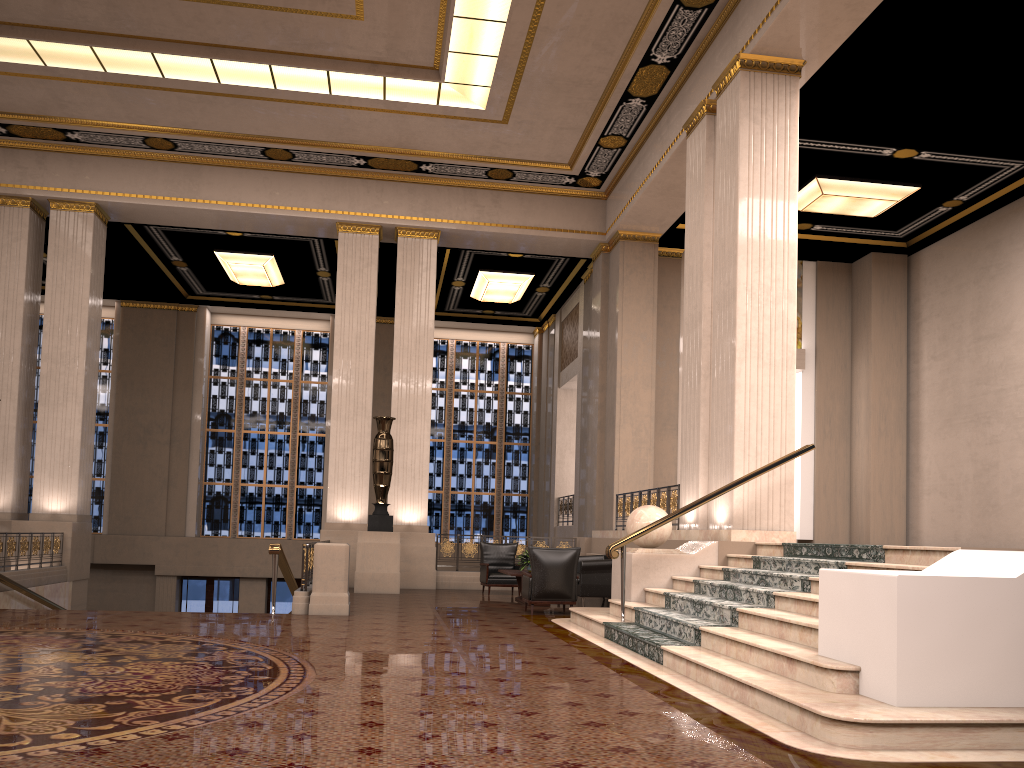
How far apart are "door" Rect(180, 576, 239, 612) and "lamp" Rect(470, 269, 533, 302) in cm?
892

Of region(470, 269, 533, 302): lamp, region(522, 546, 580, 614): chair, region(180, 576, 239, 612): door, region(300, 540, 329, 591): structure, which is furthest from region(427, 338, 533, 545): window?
region(522, 546, 580, 614): chair

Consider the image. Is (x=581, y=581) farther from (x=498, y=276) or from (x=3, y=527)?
(x=498, y=276)

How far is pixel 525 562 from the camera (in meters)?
12.44

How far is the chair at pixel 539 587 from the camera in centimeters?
1049cm

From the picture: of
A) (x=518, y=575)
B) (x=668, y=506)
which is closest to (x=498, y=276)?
(x=668, y=506)

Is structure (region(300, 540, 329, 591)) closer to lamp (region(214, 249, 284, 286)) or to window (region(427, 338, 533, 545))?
lamp (region(214, 249, 284, 286))

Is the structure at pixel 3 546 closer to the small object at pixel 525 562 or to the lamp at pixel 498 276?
the small object at pixel 525 562

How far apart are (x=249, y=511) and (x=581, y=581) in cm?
1264

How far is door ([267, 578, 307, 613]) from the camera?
21.2 meters
